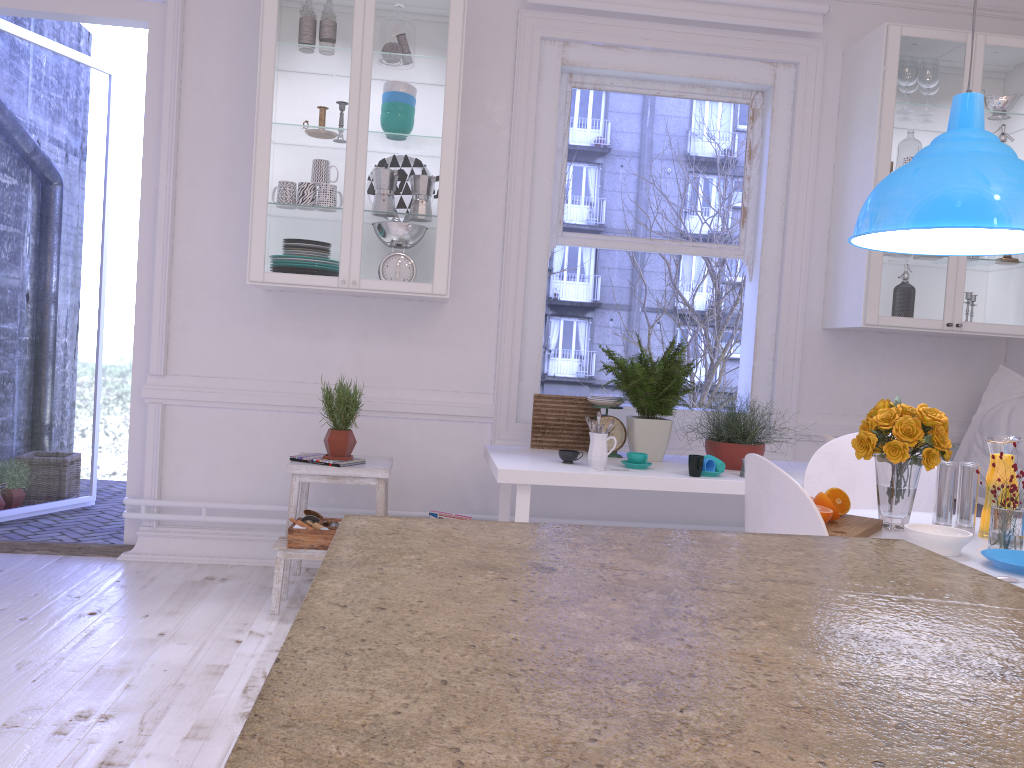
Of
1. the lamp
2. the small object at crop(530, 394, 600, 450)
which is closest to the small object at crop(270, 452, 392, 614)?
the small object at crop(530, 394, 600, 450)

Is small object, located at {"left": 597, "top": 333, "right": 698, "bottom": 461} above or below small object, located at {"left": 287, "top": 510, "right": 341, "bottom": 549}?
above

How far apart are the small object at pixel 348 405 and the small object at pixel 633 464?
1.1m

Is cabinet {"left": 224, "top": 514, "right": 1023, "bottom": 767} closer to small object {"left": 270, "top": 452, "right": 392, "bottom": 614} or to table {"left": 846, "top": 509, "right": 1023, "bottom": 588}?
table {"left": 846, "top": 509, "right": 1023, "bottom": 588}

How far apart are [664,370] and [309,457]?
1.5m

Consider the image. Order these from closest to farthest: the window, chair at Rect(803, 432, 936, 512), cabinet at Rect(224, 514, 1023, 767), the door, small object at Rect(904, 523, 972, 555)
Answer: cabinet at Rect(224, 514, 1023, 767), small object at Rect(904, 523, 972, 555), chair at Rect(803, 432, 936, 512), the door, the window

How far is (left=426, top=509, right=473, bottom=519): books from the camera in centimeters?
380cm

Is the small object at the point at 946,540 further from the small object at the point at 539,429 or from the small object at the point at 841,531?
the small object at the point at 539,429

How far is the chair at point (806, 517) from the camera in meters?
1.8 m

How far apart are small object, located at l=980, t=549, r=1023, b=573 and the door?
3.4m
